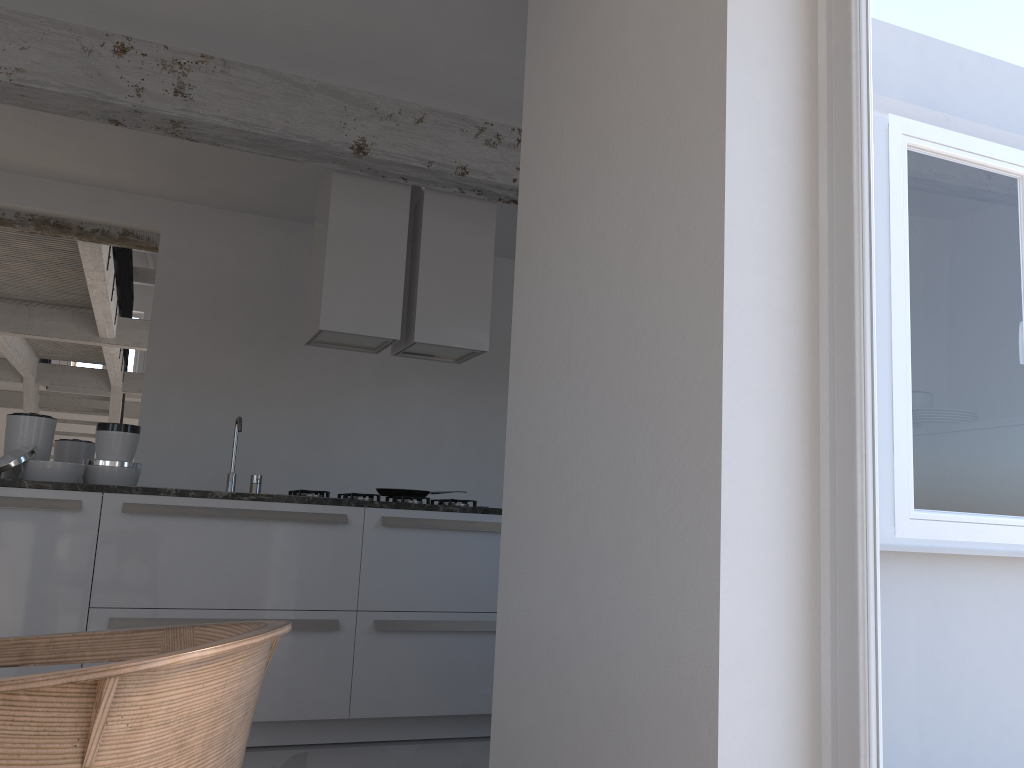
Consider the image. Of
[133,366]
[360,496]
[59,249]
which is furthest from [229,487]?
[133,366]

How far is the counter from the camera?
3.3 meters

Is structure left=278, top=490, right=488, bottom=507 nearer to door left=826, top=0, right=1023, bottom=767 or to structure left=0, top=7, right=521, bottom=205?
structure left=0, top=7, right=521, bottom=205

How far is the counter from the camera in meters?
3.3

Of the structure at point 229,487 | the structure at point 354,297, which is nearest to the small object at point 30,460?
the structure at point 229,487

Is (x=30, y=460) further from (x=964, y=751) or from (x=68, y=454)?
(x=964, y=751)

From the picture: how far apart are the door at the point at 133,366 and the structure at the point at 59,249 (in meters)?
3.82

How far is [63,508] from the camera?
3.3 meters

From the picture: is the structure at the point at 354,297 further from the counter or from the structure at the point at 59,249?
the structure at the point at 59,249

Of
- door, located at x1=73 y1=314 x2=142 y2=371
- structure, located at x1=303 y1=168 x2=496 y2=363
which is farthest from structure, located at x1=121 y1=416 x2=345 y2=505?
door, located at x1=73 y1=314 x2=142 y2=371
